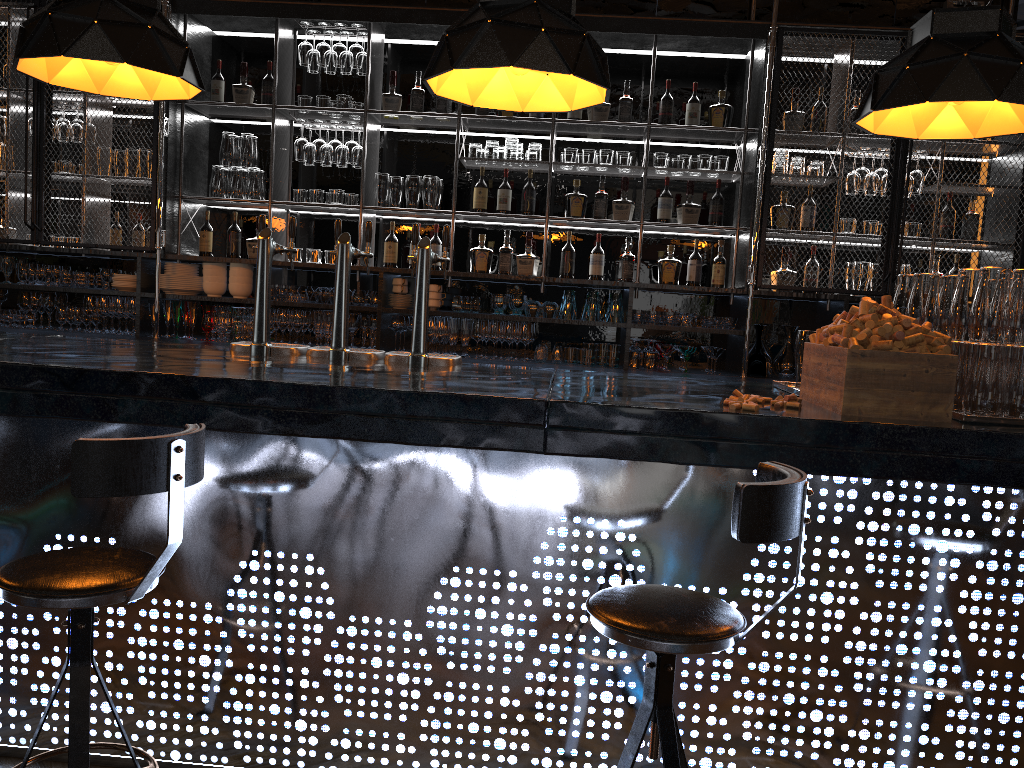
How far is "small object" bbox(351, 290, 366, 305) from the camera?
5.3 meters

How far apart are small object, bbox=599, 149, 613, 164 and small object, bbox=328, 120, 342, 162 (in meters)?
1.59

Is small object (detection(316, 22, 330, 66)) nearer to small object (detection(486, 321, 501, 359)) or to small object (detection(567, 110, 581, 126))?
small object (detection(567, 110, 581, 126))

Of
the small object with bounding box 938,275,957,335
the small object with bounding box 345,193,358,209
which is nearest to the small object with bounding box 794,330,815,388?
the small object with bounding box 938,275,957,335

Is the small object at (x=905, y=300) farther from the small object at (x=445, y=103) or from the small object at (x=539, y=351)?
the small object at (x=445, y=103)

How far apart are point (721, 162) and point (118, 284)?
3.7m

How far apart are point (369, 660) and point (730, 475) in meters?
1.1

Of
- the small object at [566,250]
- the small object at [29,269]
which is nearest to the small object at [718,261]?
the small object at [566,250]

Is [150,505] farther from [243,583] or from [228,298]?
[228,298]

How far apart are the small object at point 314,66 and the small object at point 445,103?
0.8 meters
